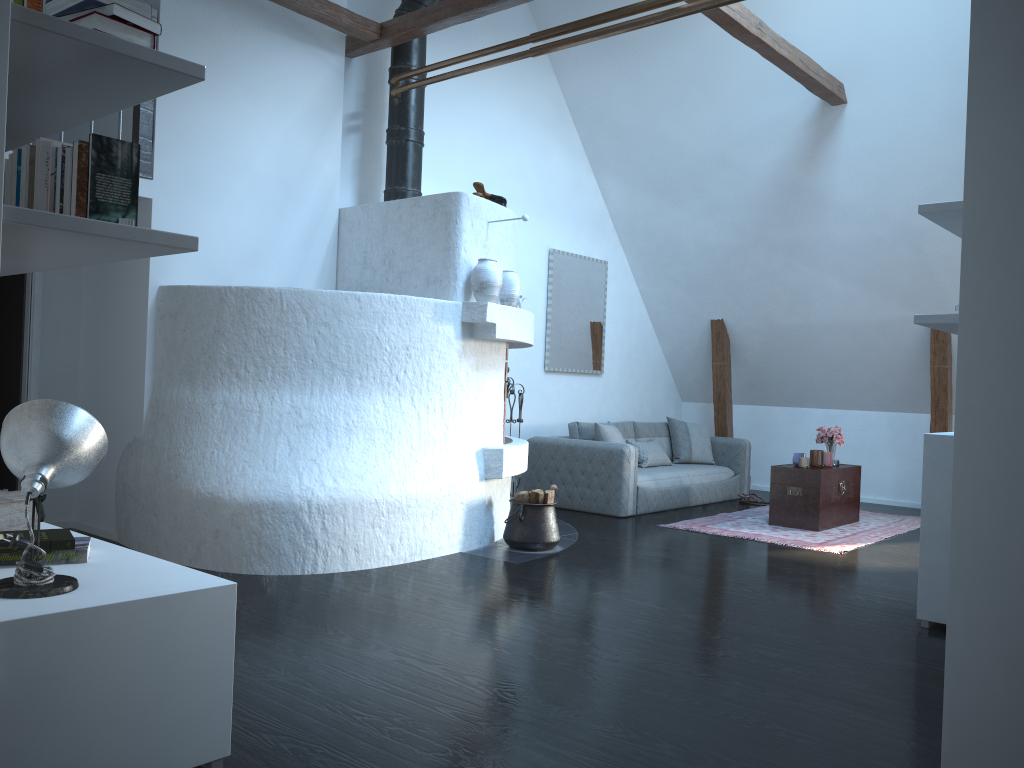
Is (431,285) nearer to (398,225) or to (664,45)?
(398,225)

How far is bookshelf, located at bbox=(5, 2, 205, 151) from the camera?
2.0m

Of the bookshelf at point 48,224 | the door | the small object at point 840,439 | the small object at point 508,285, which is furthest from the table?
the bookshelf at point 48,224

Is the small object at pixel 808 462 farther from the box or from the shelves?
the box

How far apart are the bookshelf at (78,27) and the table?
6.0m

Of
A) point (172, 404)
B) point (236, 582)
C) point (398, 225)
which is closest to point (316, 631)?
point (236, 582)

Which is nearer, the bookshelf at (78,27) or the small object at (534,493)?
the bookshelf at (78,27)

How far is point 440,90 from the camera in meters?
7.4 m

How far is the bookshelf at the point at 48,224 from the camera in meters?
2.0 m

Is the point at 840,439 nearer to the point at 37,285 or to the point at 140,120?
the point at 140,120
